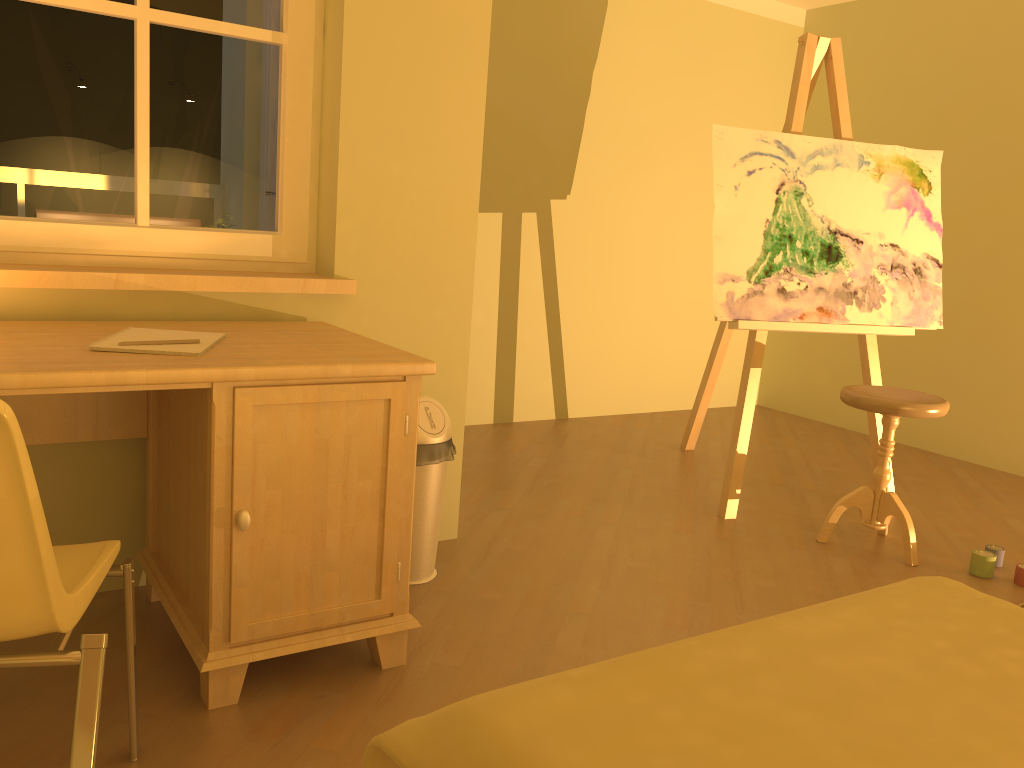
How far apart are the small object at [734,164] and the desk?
1.50m

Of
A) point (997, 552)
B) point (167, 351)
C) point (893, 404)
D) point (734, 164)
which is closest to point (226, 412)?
point (167, 351)

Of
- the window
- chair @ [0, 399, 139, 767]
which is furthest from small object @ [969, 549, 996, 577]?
chair @ [0, 399, 139, 767]

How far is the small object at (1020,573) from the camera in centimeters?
285cm

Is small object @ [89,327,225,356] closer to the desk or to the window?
the desk

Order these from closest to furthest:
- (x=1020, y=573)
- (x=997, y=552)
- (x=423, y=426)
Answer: (x=423, y=426) < (x=1020, y=573) < (x=997, y=552)

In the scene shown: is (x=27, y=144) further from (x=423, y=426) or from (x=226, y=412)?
(x=423, y=426)

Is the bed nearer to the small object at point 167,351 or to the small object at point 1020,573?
the small object at point 167,351

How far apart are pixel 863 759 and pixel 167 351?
1.4 meters

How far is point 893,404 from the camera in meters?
2.9 m
